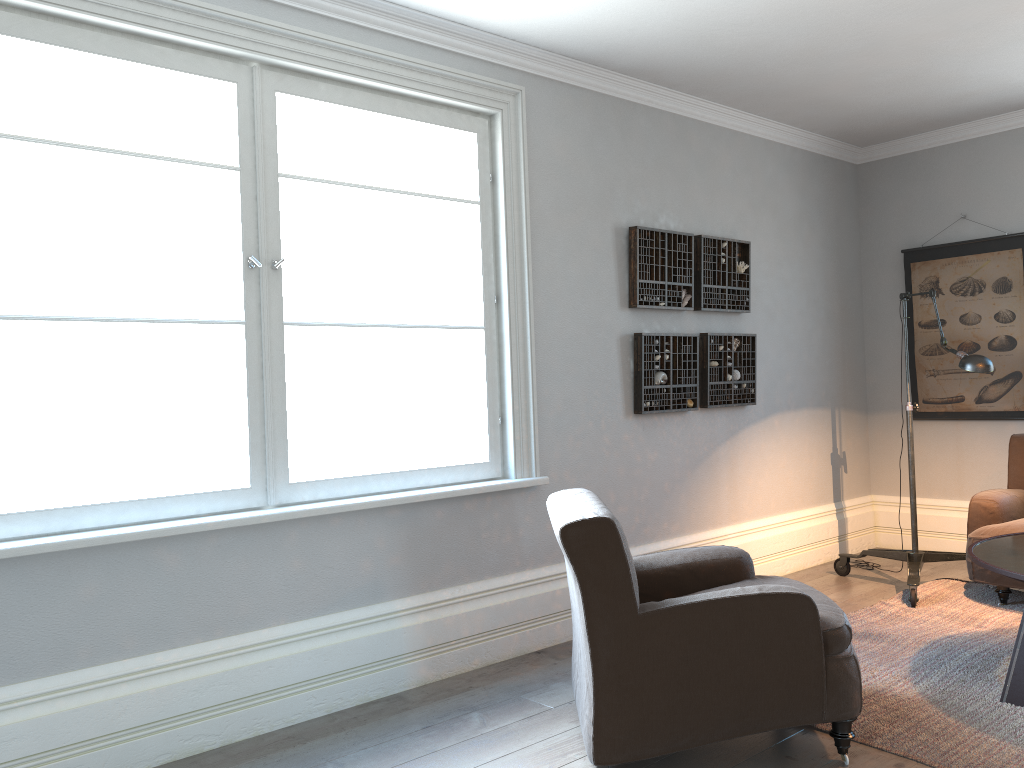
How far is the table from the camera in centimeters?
309cm

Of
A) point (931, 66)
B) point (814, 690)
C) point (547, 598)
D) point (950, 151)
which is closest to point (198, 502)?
point (547, 598)

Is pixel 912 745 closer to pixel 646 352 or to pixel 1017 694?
pixel 1017 694

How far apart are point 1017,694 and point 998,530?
1.4 meters

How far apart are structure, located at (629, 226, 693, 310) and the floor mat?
1.7m

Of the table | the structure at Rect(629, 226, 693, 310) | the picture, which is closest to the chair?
the table

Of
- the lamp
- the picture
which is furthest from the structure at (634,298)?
the picture

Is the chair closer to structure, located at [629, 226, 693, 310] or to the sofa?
structure, located at [629, 226, 693, 310]

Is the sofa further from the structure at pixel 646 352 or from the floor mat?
the structure at pixel 646 352

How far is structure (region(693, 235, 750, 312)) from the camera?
4.86m
